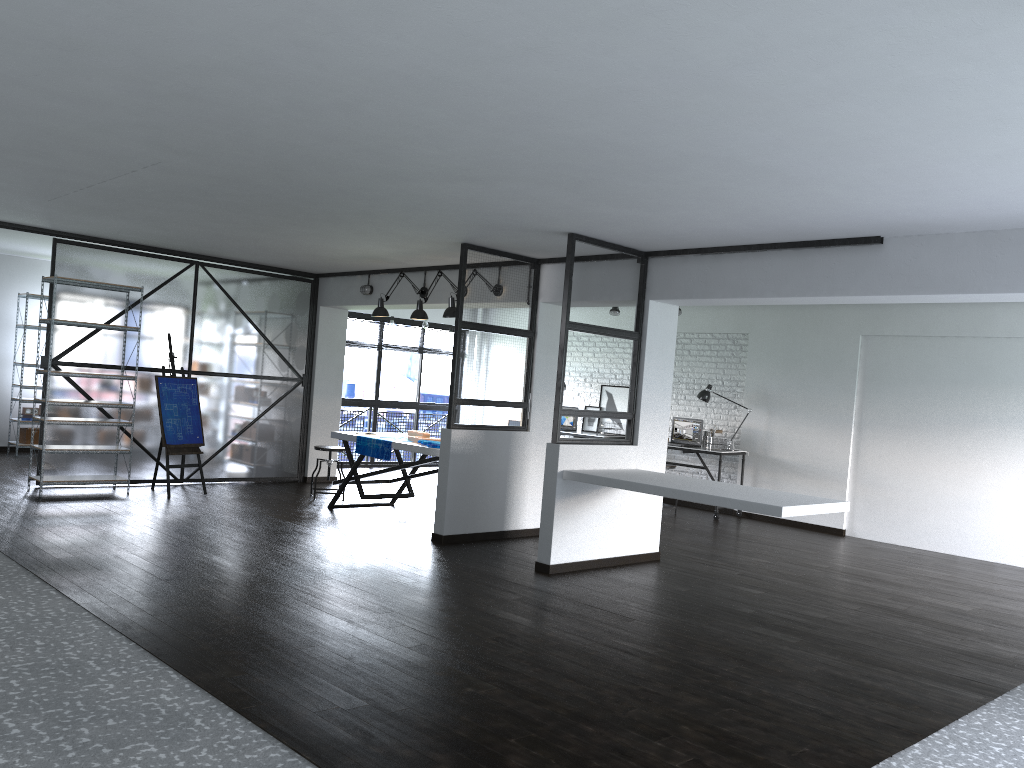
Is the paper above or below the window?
below

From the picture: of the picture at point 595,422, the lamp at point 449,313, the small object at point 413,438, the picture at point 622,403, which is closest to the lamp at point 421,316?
the lamp at point 449,313

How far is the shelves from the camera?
7.46m

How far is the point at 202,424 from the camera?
8.5m

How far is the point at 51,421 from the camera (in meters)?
7.46

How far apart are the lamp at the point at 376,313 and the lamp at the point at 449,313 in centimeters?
97cm

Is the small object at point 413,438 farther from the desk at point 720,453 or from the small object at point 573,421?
the small object at point 573,421

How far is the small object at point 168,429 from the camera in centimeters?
809cm

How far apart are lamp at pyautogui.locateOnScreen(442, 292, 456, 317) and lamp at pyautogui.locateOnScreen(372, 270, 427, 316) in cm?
97

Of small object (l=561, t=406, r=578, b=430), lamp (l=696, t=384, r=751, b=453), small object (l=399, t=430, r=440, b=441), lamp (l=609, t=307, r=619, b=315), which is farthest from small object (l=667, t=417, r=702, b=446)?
small object (l=399, t=430, r=440, b=441)
